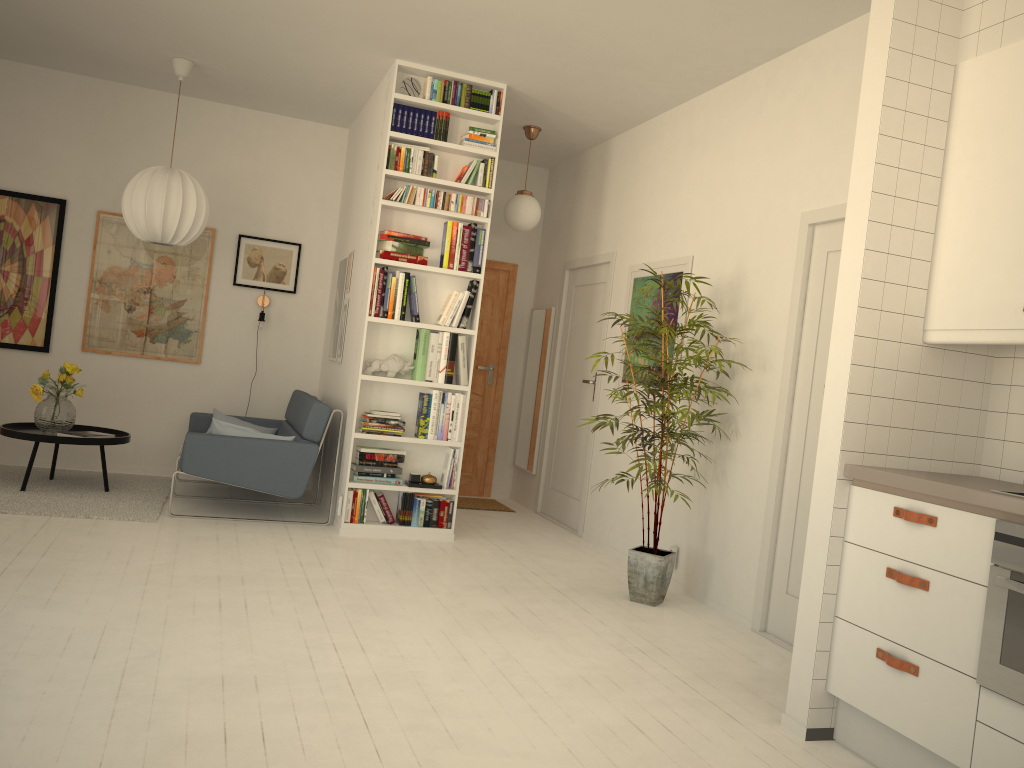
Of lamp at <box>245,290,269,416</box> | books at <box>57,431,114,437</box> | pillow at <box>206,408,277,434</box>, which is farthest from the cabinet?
lamp at <box>245,290,269,416</box>

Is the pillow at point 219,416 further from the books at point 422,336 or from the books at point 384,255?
the books at point 384,255

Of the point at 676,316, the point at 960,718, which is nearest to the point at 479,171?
the point at 676,316

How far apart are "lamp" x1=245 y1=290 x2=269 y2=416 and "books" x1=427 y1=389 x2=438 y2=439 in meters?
2.1

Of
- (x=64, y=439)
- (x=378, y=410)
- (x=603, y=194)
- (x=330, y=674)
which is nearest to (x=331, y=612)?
(x=330, y=674)

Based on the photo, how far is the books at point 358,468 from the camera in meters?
5.4 m

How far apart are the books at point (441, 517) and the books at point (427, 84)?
2.5m

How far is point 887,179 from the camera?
3.0m

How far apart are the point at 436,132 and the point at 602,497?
2.6m

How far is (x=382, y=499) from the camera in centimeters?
549cm
